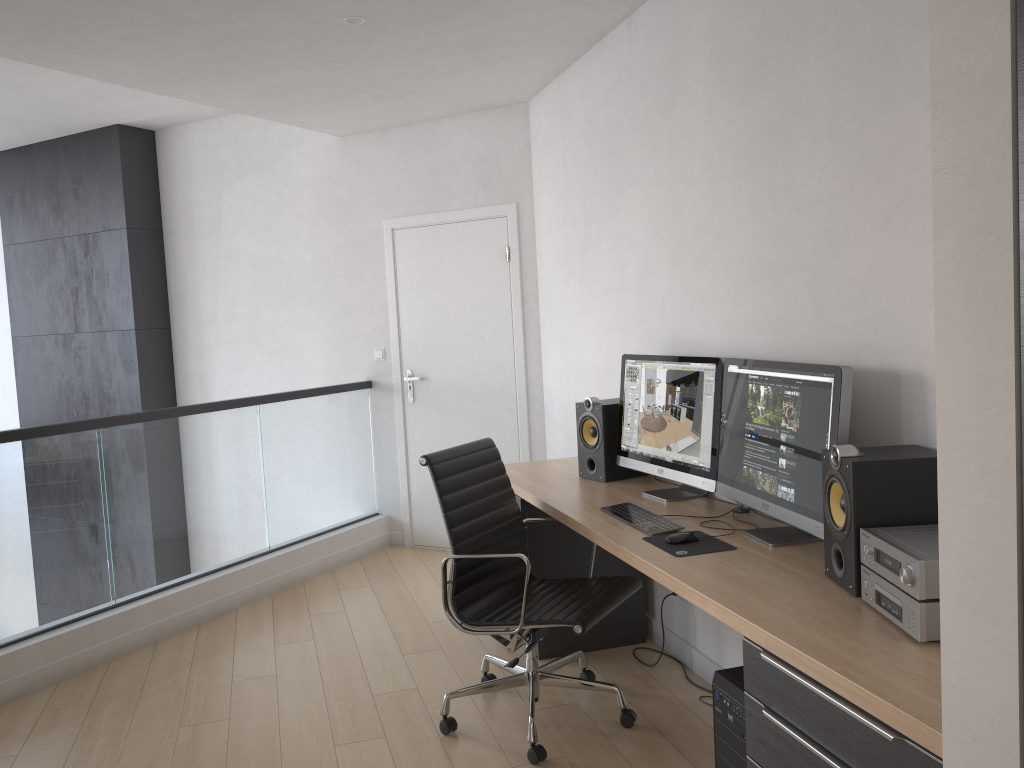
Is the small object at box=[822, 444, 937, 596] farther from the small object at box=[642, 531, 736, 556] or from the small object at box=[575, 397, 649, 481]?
the small object at box=[575, 397, 649, 481]

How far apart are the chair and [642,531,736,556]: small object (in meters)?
0.36

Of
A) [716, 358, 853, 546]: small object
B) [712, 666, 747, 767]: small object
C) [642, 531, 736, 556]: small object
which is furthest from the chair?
[712, 666, 747, 767]: small object

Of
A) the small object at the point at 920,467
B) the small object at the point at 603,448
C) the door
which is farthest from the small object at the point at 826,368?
the door

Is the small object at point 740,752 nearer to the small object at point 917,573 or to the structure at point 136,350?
the small object at point 917,573

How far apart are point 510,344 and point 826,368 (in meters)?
3.08

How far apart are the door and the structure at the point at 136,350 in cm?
209

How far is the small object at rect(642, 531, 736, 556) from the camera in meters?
2.6 m

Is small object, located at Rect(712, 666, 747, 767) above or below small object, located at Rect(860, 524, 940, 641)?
below

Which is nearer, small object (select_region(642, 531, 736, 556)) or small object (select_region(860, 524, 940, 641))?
small object (select_region(860, 524, 940, 641))
